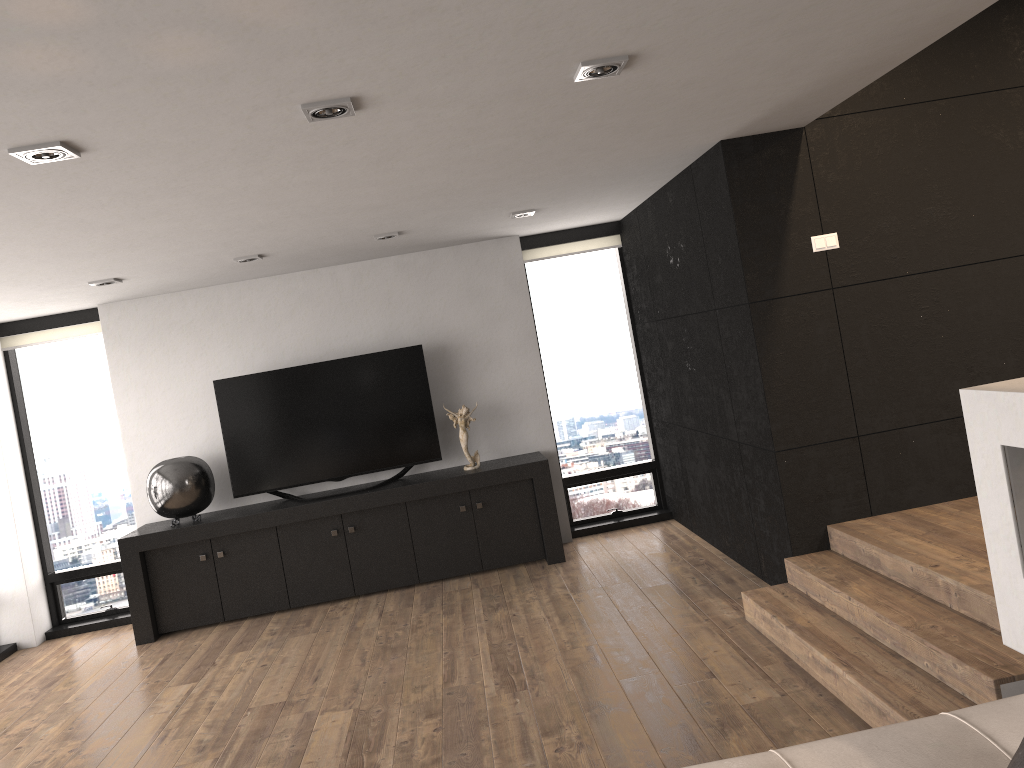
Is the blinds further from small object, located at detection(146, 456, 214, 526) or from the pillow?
Answer: the pillow

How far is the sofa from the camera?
2.04m

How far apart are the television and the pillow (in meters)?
5.41

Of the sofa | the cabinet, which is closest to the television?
the cabinet

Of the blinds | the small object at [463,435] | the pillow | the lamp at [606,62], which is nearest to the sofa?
the pillow

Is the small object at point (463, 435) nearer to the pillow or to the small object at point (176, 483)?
the small object at point (176, 483)

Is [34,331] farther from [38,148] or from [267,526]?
[38,148]

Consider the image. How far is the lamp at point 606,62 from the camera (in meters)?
2.82

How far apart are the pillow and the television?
5.41m

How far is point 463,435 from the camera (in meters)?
6.57
